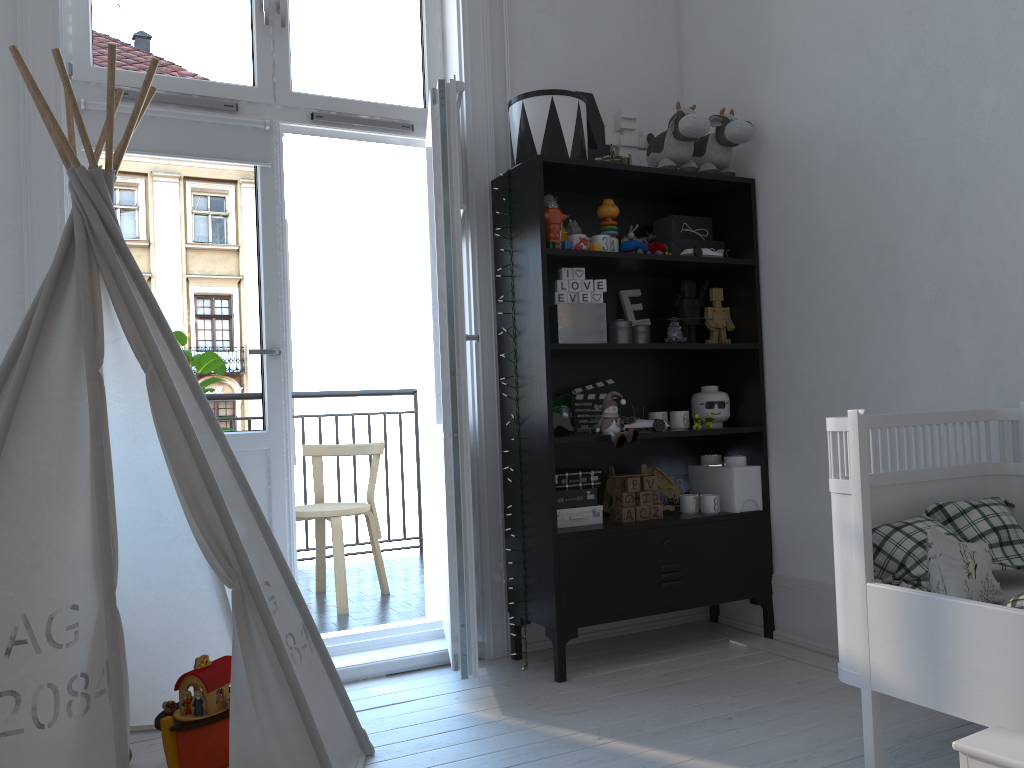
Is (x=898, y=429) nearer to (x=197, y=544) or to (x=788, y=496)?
(x=788, y=496)

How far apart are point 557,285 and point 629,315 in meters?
0.5

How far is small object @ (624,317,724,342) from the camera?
3.10m

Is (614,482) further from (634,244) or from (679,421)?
(634,244)

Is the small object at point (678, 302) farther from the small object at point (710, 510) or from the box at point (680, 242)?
the small object at point (710, 510)

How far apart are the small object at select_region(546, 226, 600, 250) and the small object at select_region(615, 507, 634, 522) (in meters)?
0.89

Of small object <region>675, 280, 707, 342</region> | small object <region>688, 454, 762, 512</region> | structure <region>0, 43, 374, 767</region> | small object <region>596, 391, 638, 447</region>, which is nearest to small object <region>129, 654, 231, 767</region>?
structure <region>0, 43, 374, 767</region>

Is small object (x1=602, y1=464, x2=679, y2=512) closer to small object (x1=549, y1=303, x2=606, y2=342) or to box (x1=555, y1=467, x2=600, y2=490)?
box (x1=555, y1=467, x2=600, y2=490)

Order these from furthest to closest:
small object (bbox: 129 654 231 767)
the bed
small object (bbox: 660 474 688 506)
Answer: small object (bbox: 660 474 688 506) < small object (bbox: 129 654 231 767) < the bed

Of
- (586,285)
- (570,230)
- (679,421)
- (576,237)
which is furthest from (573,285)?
(679,421)
